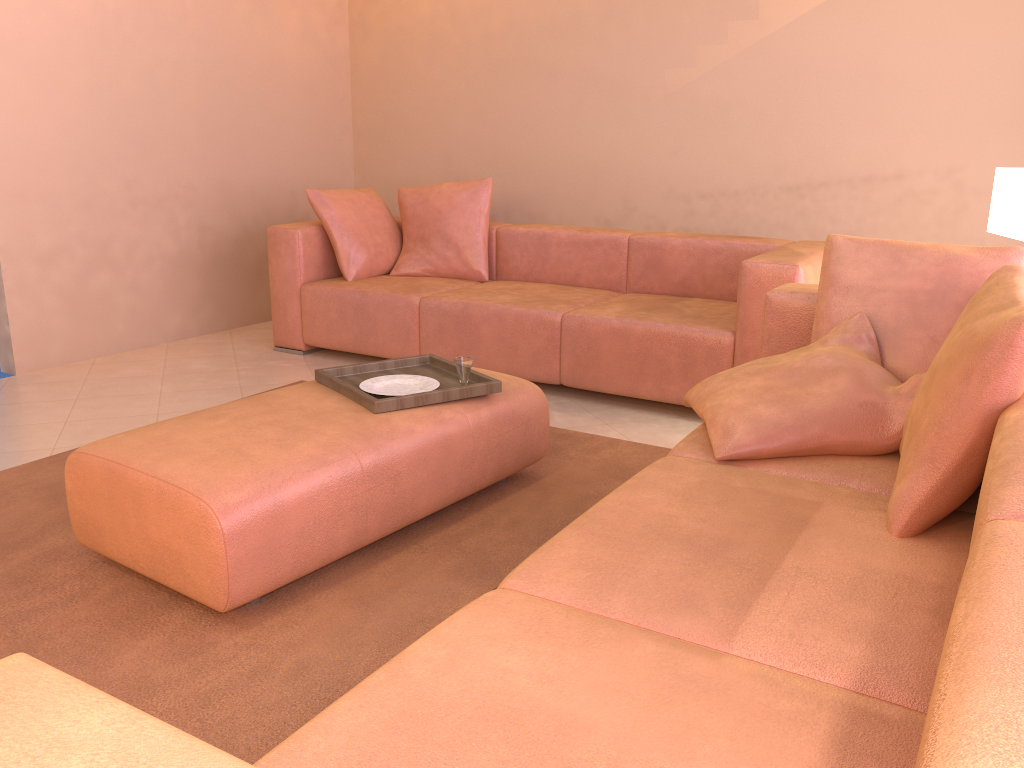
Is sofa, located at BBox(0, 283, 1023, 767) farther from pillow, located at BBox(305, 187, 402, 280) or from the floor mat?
pillow, located at BBox(305, 187, 402, 280)

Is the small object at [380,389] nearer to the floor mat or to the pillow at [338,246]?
the floor mat

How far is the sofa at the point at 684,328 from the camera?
3.5 meters

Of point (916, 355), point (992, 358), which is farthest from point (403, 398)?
point (992, 358)

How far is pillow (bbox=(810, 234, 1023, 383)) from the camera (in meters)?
2.25

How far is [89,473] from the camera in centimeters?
218cm

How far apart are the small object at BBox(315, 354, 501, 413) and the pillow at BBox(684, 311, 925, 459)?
0.60m

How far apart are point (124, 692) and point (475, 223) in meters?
3.2

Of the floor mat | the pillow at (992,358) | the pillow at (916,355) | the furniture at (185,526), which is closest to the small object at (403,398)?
the furniture at (185,526)

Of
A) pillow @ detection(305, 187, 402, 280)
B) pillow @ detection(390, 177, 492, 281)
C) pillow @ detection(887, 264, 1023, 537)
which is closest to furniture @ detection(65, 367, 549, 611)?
pillow @ detection(887, 264, 1023, 537)
